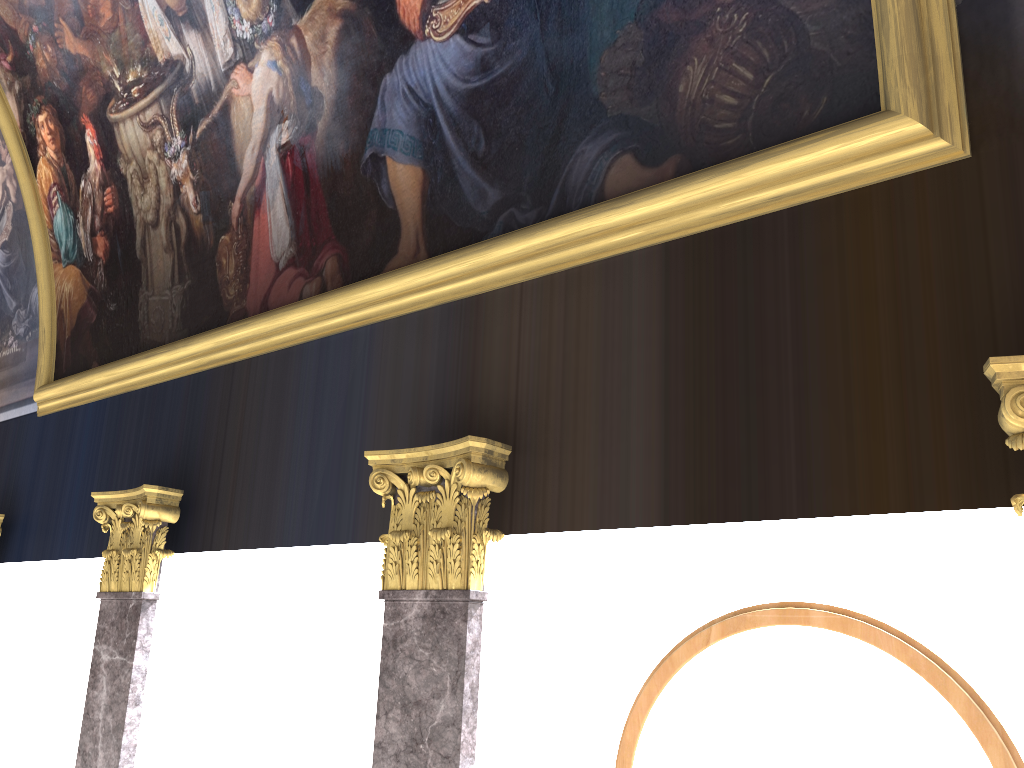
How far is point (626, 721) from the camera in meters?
5.1

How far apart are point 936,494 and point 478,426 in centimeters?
261cm
